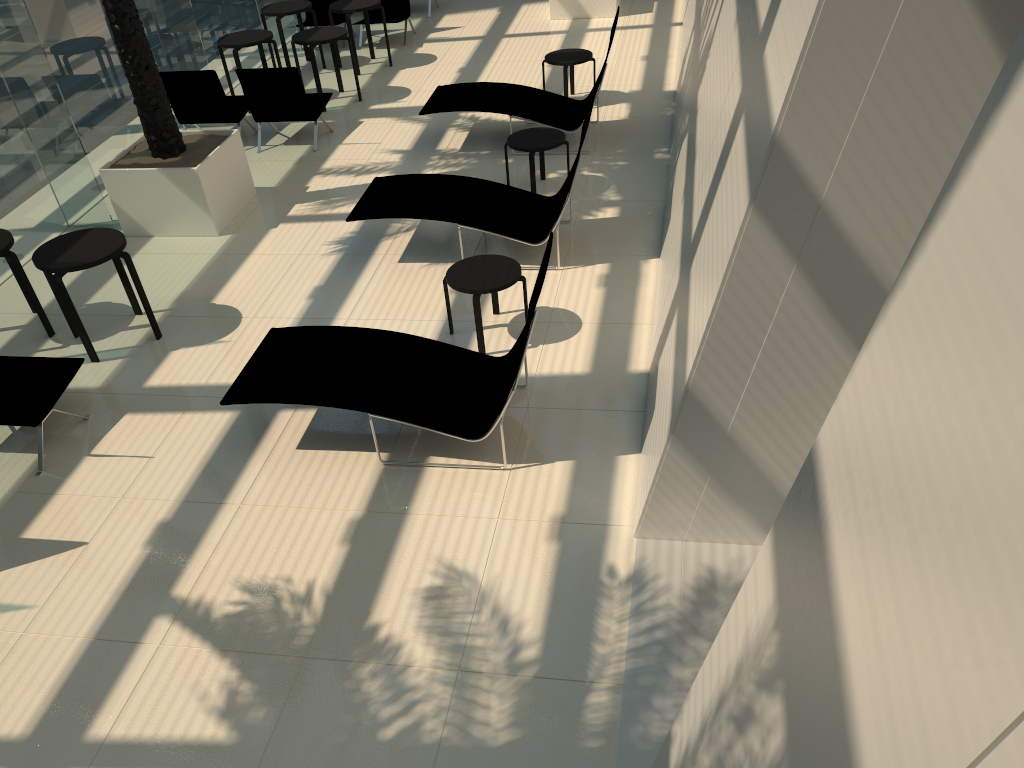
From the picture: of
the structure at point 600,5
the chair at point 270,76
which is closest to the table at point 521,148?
the chair at point 270,76

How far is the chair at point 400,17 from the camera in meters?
13.9 m

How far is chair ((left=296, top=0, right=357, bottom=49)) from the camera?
14.0 meters

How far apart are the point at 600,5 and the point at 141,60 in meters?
8.1 m

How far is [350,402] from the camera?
5.46m

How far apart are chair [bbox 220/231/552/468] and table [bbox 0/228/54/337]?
2.4m

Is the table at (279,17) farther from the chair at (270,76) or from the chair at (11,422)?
the chair at (11,422)

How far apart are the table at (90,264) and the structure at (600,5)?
9.32m

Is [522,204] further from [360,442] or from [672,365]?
[672,365]

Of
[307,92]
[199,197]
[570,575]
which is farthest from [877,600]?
[307,92]
